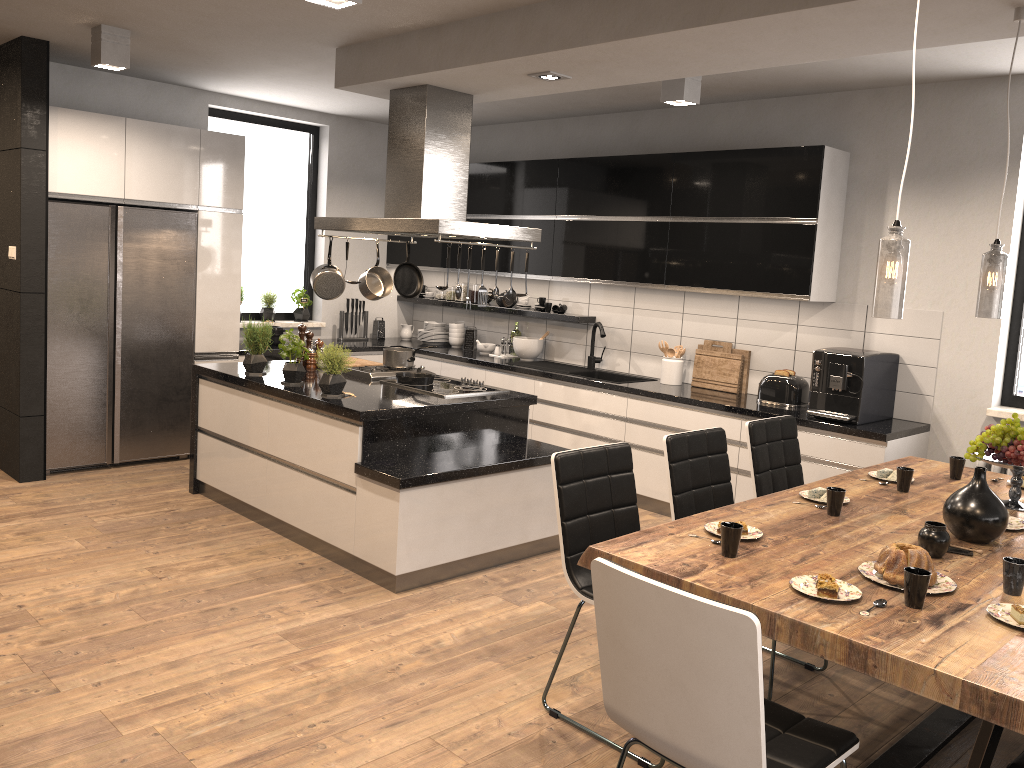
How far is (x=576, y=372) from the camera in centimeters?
658cm

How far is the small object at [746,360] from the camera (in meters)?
5.91

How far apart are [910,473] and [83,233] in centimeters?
506cm

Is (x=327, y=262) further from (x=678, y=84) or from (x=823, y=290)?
(x=823, y=290)

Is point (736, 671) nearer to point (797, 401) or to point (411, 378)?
point (411, 378)

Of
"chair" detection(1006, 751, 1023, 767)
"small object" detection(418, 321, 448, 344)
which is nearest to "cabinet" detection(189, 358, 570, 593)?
"small object" detection(418, 321, 448, 344)

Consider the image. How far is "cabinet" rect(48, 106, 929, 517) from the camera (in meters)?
5.28

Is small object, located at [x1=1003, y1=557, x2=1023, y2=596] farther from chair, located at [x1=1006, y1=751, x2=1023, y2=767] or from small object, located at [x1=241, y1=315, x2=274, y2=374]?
small object, located at [x1=241, y1=315, x2=274, y2=374]

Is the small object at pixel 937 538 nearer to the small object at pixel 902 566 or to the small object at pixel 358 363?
the small object at pixel 902 566

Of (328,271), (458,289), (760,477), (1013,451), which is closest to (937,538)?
(1013,451)
